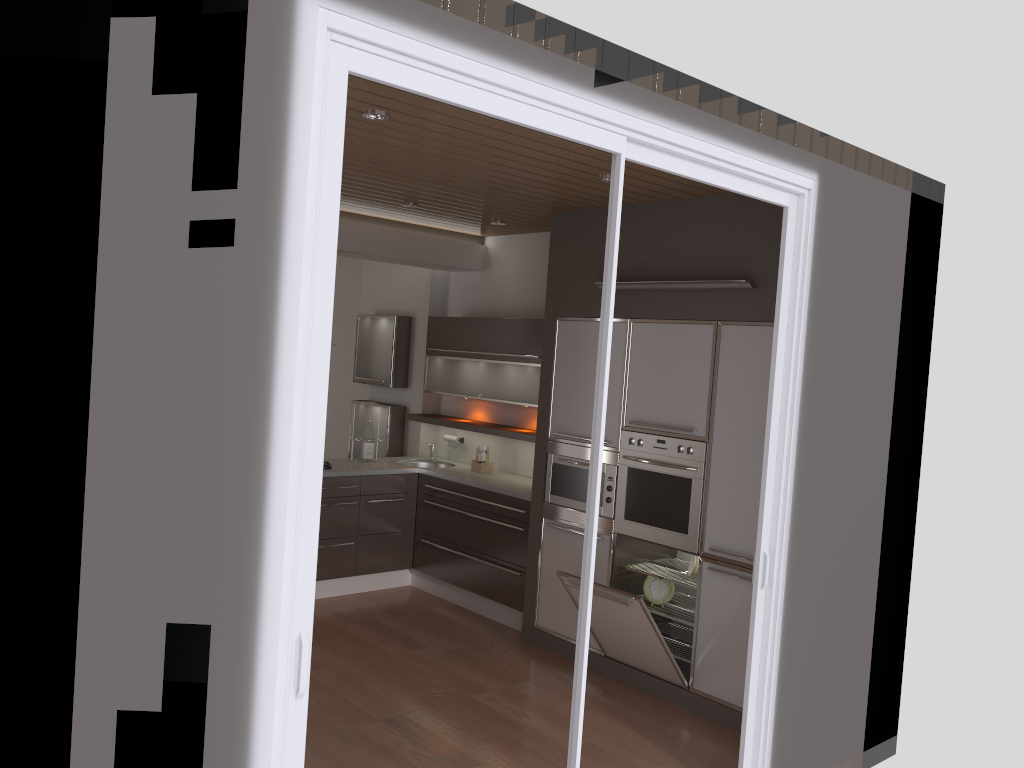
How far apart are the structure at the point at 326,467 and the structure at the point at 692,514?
2.2m

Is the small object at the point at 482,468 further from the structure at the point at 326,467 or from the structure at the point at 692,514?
the structure at the point at 692,514

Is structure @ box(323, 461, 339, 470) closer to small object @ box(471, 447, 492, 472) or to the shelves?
the shelves

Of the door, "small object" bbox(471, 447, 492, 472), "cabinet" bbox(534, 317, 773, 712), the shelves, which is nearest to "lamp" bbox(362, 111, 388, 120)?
the door

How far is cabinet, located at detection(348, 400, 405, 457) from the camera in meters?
7.3 m

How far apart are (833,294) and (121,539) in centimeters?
300cm

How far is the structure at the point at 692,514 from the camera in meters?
4.7 m

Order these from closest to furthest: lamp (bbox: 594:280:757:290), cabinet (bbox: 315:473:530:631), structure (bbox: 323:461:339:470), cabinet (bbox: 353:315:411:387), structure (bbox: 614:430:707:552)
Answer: lamp (bbox: 594:280:757:290) < structure (bbox: 614:430:707:552) < cabinet (bbox: 315:473:530:631) < structure (bbox: 323:461:339:470) < cabinet (bbox: 353:315:411:387)

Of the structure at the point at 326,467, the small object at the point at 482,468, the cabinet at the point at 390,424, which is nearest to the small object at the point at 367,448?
the structure at the point at 326,467

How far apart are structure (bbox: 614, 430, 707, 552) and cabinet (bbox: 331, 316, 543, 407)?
1.1 meters
